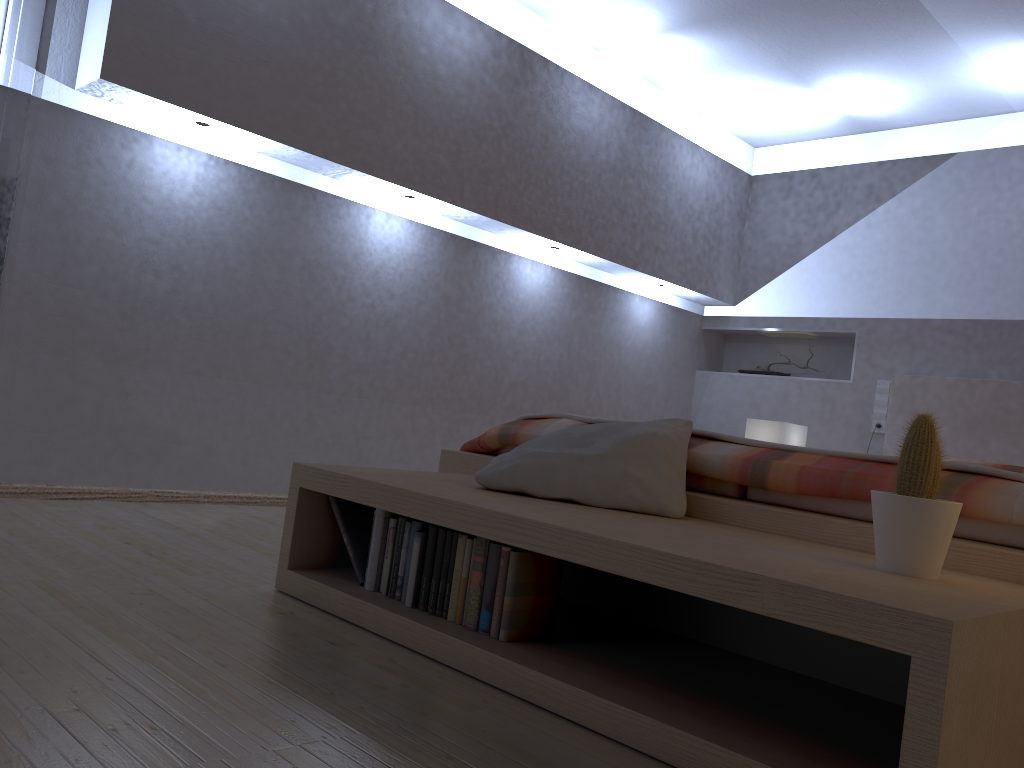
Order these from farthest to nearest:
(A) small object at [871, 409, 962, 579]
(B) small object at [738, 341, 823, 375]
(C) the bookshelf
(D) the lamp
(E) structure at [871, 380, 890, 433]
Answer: (B) small object at [738, 341, 823, 375]
(E) structure at [871, 380, 890, 433]
(D) the lamp
(A) small object at [871, 409, 962, 579]
(C) the bookshelf

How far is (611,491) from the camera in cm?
198

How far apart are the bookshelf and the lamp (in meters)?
2.73

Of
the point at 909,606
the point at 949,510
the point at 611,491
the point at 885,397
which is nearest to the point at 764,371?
the point at 885,397

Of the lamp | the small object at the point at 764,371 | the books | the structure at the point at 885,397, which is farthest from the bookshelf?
the small object at the point at 764,371

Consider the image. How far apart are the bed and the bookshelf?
0.1m

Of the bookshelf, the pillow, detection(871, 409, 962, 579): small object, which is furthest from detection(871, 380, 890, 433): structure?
detection(871, 409, 962, 579): small object

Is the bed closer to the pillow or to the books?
the pillow

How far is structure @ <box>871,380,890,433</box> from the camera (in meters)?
4.79

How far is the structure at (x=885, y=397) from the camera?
4.8 meters
